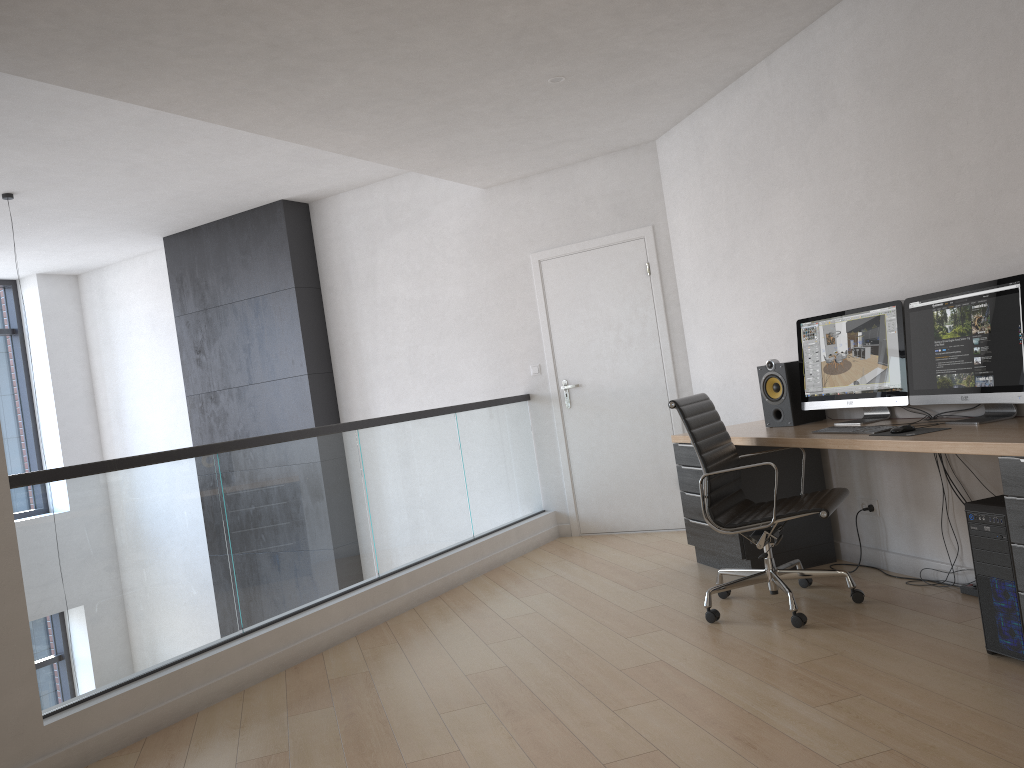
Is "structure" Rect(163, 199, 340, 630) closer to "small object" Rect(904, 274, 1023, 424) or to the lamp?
the lamp

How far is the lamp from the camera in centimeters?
612cm

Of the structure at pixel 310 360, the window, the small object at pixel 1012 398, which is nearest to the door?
the structure at pixel 310 360

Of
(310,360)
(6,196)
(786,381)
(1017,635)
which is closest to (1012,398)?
(1017,635)

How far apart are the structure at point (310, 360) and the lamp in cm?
186

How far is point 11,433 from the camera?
8.93m

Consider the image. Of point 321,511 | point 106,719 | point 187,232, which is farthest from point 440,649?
point 187,232

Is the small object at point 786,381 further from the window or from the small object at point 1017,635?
the window

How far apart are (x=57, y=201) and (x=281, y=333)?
1.9m

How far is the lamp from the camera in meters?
6.1
